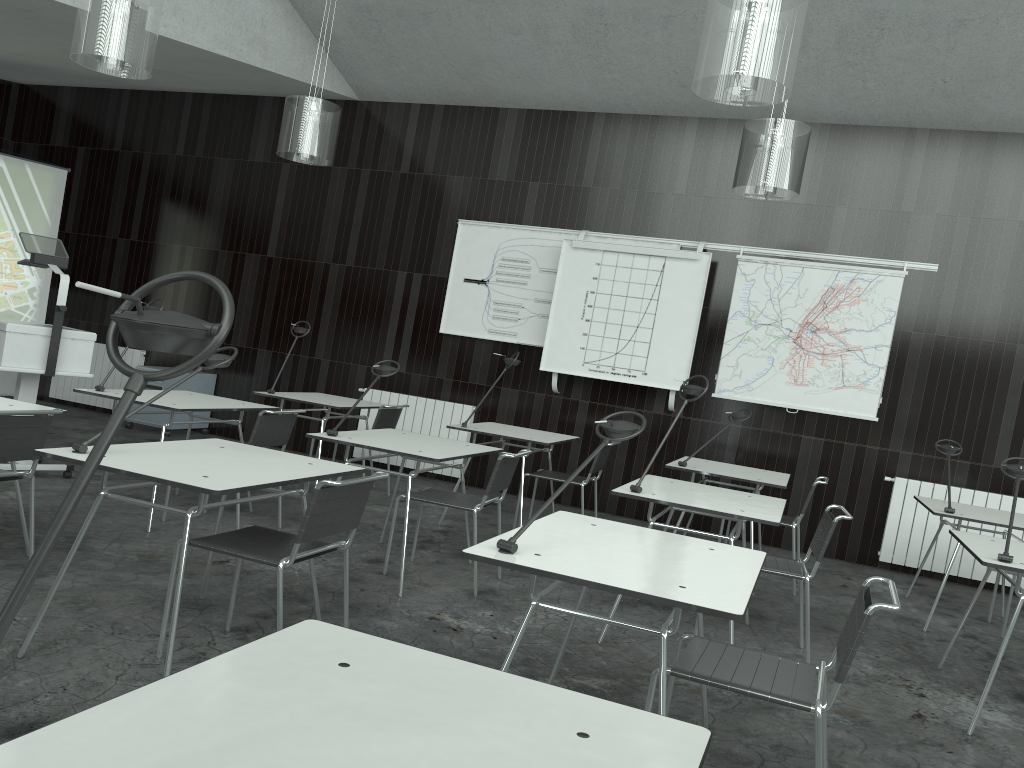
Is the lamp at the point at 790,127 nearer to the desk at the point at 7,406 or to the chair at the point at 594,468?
the chair at the point at 594,468

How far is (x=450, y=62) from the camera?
7.2m

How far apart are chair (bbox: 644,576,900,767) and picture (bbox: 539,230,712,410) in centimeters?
428cm

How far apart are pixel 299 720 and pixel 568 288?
6.1 meters

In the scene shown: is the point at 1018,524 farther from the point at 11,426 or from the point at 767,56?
the point at 11,426

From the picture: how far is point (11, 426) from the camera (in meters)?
3.31

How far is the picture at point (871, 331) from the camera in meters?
6.5 m

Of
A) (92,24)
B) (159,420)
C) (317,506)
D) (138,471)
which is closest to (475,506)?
(317,506)

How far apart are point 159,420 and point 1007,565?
6.8 meters

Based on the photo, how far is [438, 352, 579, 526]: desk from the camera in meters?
5.7 m
